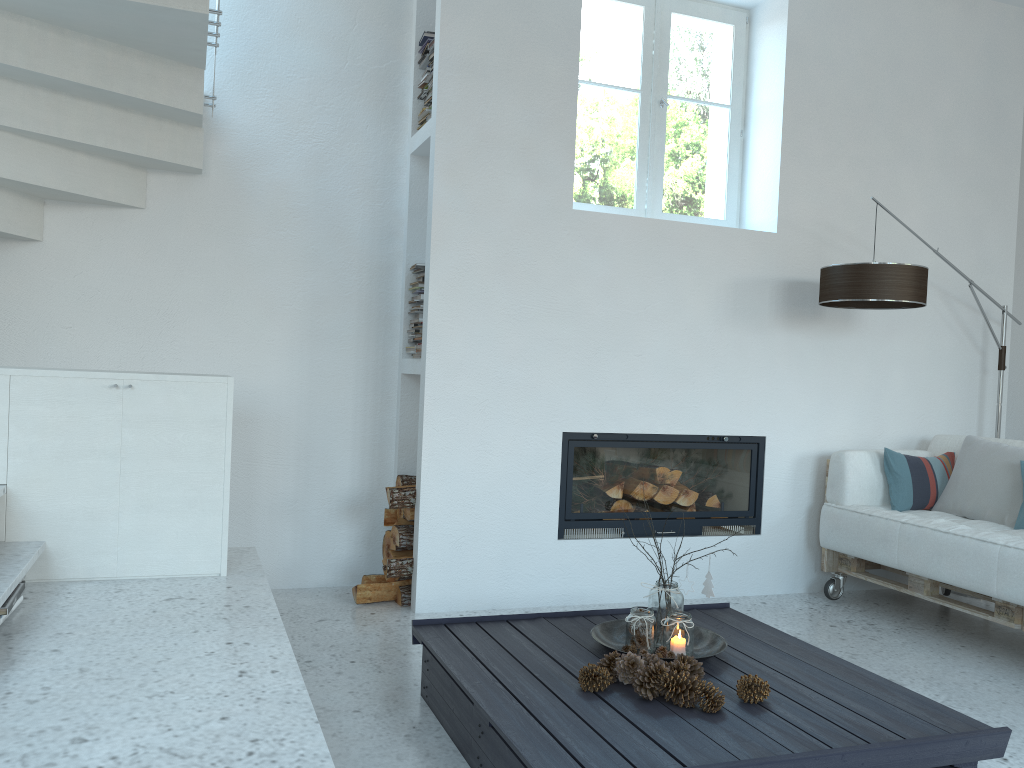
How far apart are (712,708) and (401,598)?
1.95m

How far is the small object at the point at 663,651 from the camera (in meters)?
2.70

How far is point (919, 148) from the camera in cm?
475

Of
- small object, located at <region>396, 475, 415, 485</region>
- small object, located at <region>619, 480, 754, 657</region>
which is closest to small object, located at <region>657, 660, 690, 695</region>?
small object, located at <region>619, 480, 754, 657</region>

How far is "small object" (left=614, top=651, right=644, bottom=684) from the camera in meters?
2.4

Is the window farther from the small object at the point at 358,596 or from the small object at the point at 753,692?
the small object at the point at 753,692

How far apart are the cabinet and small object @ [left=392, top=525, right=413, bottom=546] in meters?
1.1

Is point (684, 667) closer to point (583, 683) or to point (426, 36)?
point (583, 683)

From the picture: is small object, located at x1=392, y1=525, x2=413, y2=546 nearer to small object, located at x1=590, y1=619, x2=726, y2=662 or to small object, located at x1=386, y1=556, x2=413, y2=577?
small object, located at x1=386, y1=556, x2=413, y2=577

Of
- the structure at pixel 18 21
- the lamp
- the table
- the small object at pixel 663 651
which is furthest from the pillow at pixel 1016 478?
the structure at pixel 18 21
